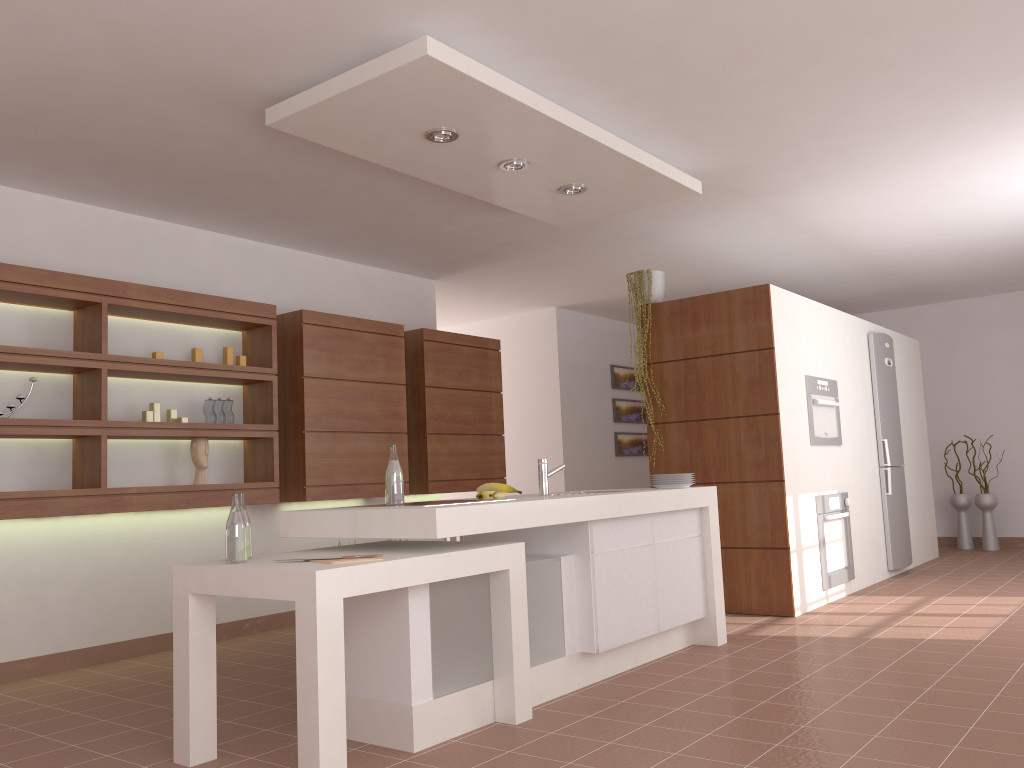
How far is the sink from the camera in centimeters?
409cm

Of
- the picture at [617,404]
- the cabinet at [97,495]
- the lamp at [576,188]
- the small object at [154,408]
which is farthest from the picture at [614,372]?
the small object at [154,408]

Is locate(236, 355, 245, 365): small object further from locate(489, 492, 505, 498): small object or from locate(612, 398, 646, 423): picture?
locate(612, 398, 646, 423): picture

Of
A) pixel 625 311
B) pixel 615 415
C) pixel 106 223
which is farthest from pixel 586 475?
pixel 106 223

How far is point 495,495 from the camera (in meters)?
3.70

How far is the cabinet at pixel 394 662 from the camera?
3.0 meters

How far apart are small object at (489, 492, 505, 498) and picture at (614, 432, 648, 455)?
5.5m

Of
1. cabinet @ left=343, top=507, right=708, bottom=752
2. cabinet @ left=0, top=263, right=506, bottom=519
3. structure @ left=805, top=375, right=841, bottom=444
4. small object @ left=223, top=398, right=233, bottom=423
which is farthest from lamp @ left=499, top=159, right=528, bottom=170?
structure @ left=805, top=375, right=841, bottom=444

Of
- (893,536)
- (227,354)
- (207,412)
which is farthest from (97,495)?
(893,536)

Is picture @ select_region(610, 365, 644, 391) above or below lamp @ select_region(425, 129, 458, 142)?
below
